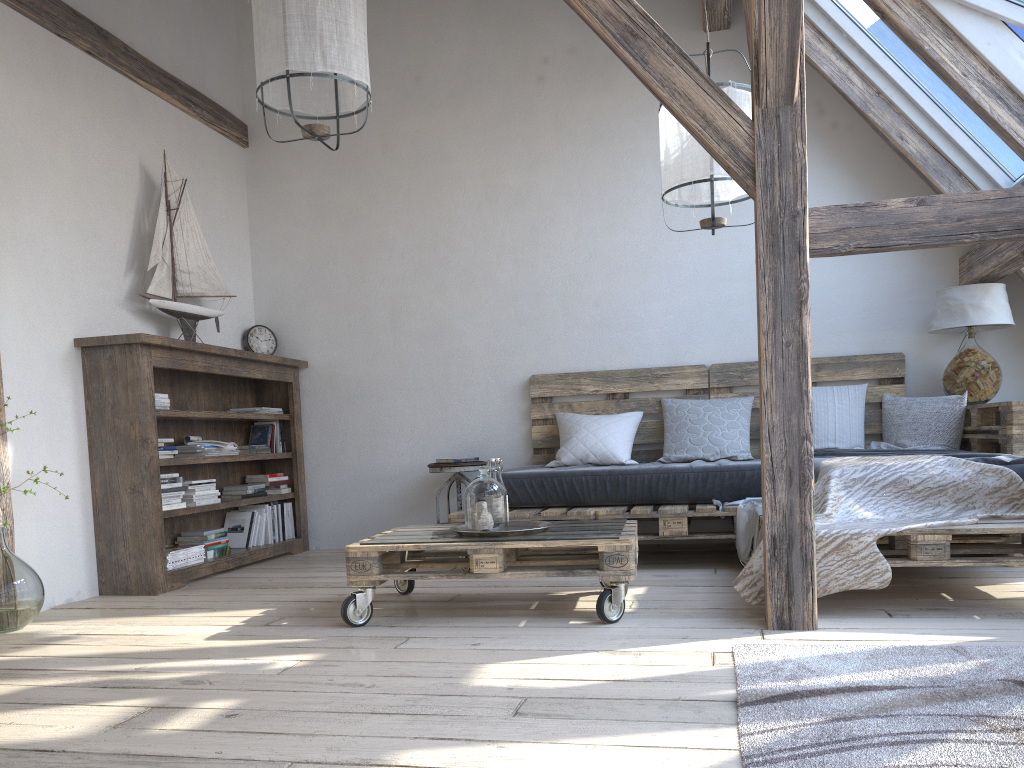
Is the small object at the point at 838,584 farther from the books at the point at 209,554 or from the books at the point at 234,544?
the books at the point at 234,544

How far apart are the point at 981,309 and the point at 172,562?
4.1m

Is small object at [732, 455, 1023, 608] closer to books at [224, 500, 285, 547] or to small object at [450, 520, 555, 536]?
small object at [450, 520, 555, 536]

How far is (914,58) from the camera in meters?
4.2 m

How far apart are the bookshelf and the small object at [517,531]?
1.5 meters

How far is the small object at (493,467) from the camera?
3.3 meters

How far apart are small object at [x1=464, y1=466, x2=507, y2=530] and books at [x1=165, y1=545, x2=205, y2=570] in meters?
1.7 m

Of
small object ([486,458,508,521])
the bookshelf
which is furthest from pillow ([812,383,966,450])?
the bookshelf

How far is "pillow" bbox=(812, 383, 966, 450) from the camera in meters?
4.3

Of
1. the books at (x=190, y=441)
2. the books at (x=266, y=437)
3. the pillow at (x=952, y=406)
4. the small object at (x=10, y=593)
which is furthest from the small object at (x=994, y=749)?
the books at (x=266, y=437)
